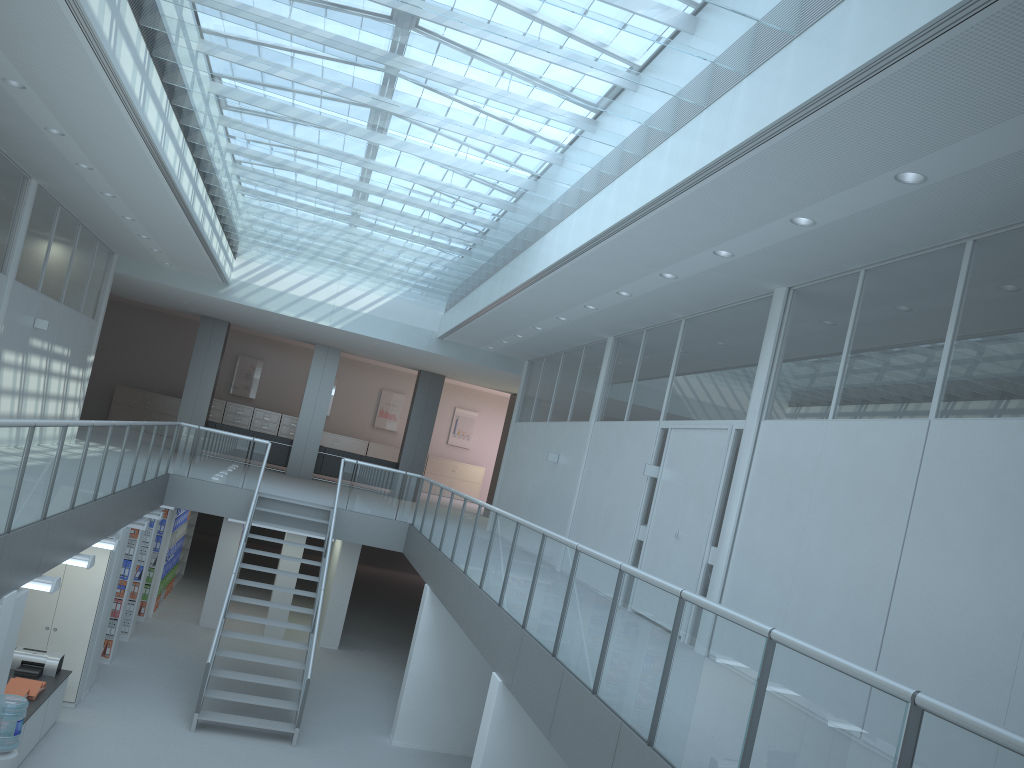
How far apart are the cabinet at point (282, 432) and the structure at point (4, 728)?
17.63m

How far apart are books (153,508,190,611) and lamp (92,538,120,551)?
5.23m

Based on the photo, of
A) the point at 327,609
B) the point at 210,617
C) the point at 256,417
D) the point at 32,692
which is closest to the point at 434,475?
the point at 256,417

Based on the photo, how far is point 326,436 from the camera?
23.71m

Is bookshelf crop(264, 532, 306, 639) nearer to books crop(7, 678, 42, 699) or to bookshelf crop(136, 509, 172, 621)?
bookshelf crop(136, 509, 172, 621)

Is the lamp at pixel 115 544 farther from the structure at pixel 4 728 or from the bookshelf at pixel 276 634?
the bookshelf at pixel 276 634

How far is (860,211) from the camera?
5.3 meters

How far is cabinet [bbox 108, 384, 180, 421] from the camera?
22.6m

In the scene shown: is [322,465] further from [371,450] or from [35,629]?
[35,629]

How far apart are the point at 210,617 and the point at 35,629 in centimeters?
473cm
